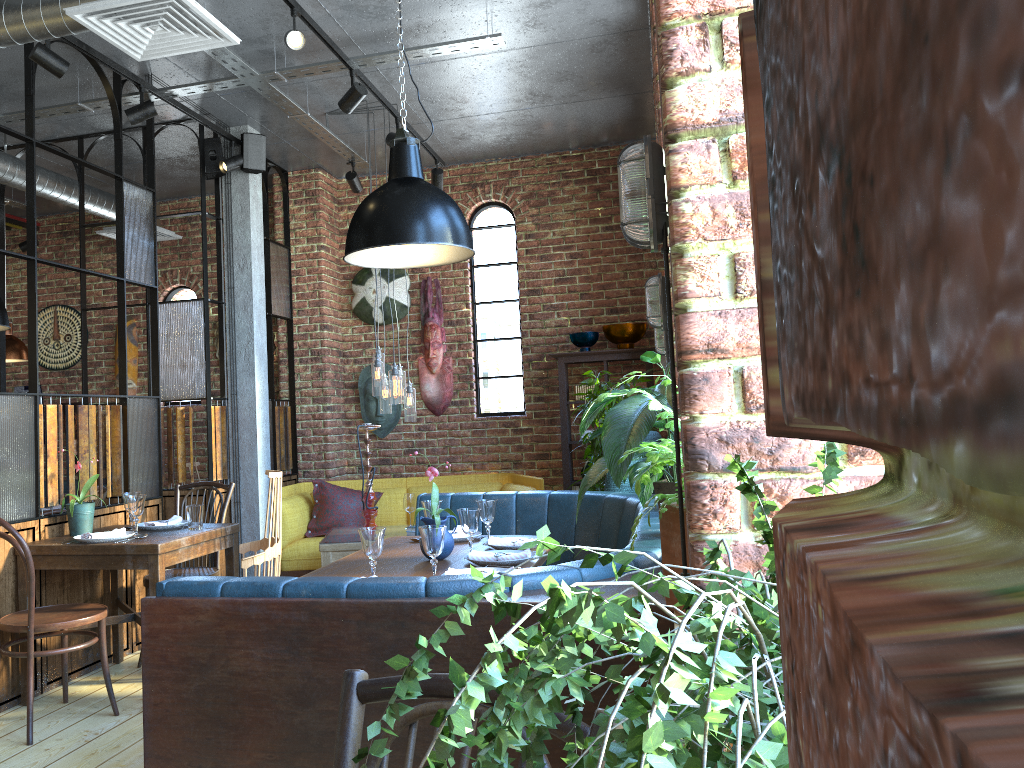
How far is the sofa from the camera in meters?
6.2

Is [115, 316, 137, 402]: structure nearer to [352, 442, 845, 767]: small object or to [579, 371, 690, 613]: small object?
[579, 371, 690, 613]: small object

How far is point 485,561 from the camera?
3.3m

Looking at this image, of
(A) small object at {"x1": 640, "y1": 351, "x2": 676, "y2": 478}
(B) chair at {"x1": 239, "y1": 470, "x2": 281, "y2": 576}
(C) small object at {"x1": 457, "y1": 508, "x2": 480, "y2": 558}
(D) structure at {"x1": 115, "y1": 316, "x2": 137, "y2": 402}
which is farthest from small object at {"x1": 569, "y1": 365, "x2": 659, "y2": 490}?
(D) structure at {"x1": 115, "y1": 316, "x2": 137, "y2": 402}

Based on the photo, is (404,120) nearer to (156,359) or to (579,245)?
(156,359)

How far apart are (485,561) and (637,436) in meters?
1.0 m

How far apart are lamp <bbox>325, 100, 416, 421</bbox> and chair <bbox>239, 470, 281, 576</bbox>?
1.37m

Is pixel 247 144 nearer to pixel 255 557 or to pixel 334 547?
pixel 334 547

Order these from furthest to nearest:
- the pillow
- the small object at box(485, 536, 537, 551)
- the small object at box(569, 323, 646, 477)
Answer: the small object at box(569, 323, 646, 477) < the pillow < the small object at box(485, 536, 537, 551)

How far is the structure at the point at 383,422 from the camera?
7.2 meters
